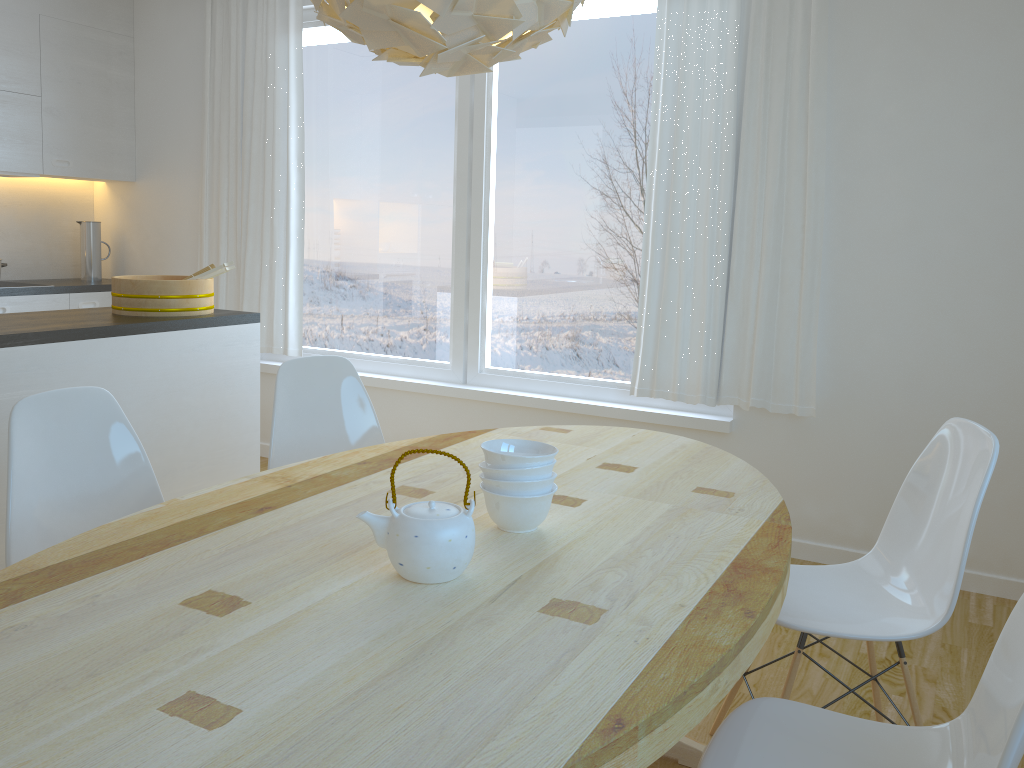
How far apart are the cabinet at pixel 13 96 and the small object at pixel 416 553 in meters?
3.9 m

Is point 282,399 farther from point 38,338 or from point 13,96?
point 13,96

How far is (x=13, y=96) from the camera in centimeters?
460cm

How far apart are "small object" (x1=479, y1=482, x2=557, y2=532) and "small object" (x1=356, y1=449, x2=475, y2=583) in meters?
0.2

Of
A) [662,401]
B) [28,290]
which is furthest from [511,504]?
[28,290]

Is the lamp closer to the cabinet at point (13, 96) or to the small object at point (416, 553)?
the small object at point (416, 553)

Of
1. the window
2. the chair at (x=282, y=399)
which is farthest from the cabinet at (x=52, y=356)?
the window

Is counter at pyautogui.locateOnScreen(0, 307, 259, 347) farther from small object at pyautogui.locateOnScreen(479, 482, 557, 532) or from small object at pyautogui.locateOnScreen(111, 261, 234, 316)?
small object at pyautogui.locateOnScreen(479, 482, 557, 532)

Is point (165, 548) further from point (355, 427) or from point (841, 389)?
point (841, 389)

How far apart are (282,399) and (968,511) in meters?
1.8
